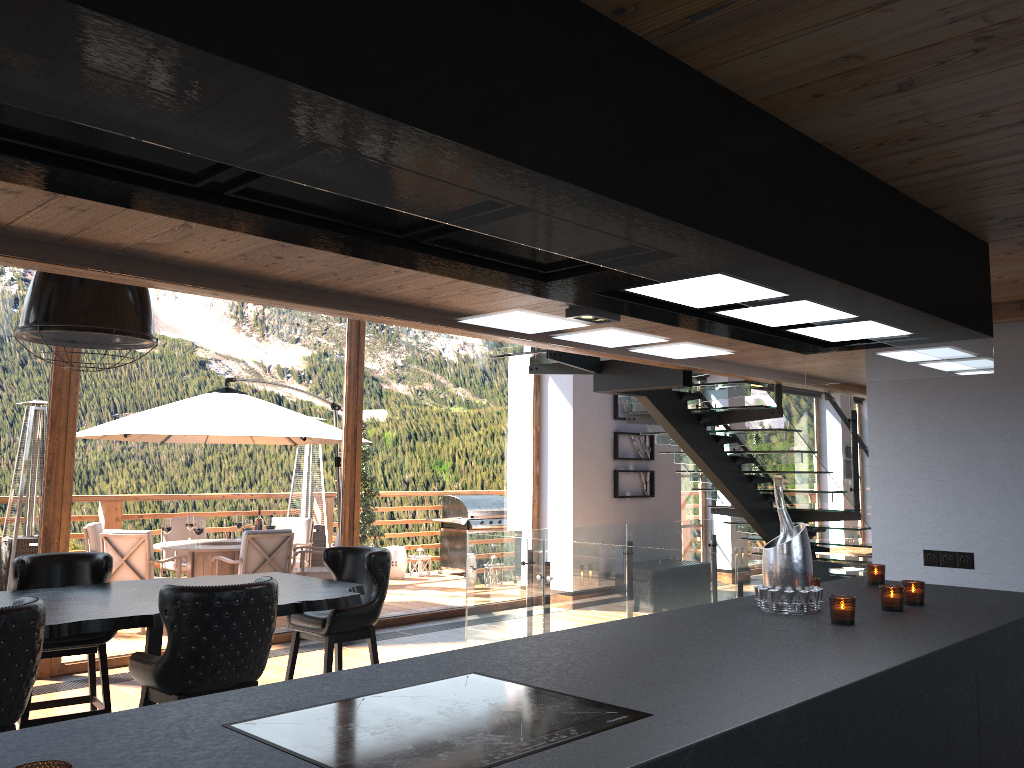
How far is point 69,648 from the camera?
4.7m

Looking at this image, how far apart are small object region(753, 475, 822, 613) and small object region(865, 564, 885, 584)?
0.83m

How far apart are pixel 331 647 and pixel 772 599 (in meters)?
2.91

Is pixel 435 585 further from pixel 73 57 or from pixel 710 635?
pixel 73 57

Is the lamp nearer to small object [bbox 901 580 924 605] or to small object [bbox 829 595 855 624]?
small object [bbox 829 595 855 624]

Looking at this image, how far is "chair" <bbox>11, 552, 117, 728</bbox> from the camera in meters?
4.7 m

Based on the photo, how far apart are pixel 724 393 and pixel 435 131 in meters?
6.4

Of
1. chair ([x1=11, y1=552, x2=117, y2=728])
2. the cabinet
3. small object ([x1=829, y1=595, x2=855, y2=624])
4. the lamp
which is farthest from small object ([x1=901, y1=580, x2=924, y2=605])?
chair ([x1=11, y1=552, x2=117, y2=728])

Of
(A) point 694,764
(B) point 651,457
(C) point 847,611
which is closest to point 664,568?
(C) point 847,611

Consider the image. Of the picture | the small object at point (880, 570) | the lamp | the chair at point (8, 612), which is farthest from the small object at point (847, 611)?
the picture
